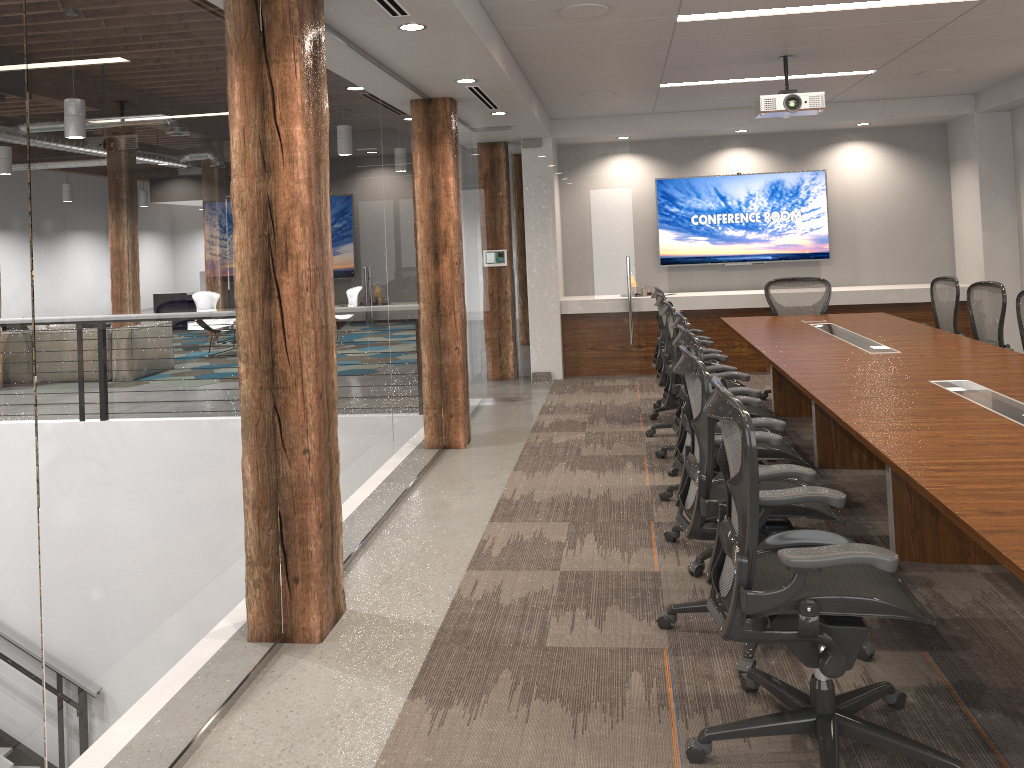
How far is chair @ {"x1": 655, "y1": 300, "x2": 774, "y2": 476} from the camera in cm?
561

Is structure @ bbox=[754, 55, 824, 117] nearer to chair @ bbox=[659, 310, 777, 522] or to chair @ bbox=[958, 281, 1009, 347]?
chair @ bbox=[958, 281, 1009, 347]

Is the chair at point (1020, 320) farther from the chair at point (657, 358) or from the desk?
the chair at point (657, 358)

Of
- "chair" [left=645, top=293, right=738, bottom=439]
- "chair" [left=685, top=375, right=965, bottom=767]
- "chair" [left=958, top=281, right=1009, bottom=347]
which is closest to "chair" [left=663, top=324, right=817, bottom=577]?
"chair" [left=685, top=375, right=965, bottom=767]

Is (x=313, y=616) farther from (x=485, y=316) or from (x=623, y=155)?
(x=623, y=155)

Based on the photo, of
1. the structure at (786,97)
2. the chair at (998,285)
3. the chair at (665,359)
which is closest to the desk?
the chair at (998,285)

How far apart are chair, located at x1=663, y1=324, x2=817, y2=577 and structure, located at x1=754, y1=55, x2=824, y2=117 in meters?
2.7 m

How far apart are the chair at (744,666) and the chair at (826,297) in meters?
4.4

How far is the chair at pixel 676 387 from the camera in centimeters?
561cm

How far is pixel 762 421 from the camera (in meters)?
3.95
